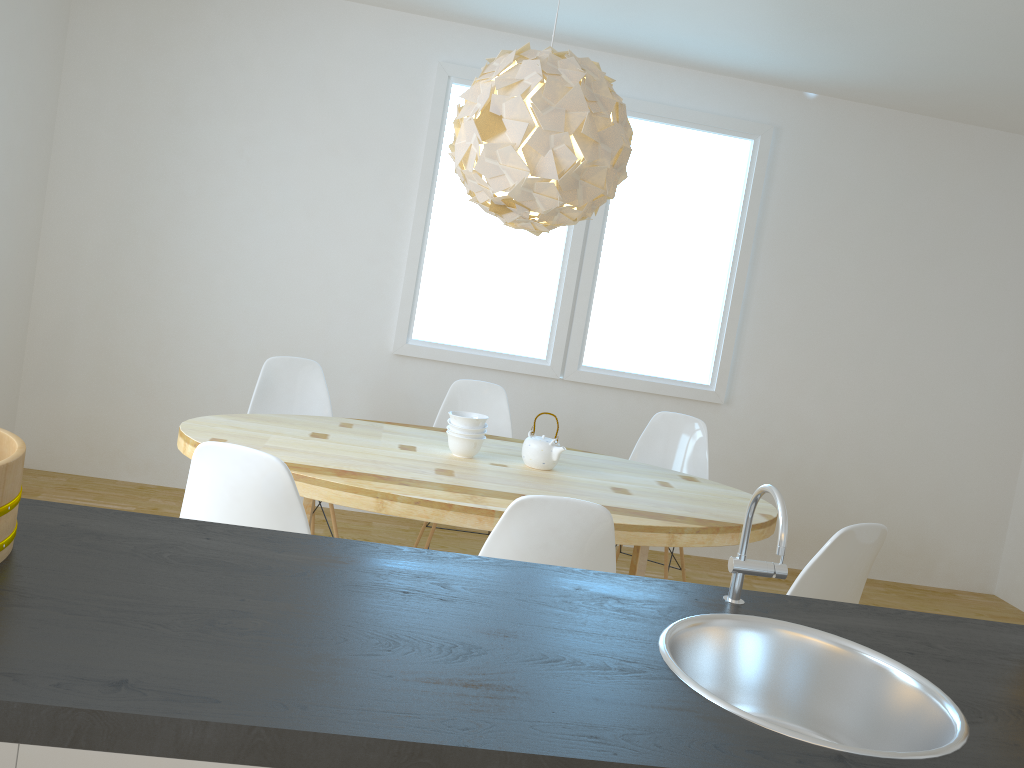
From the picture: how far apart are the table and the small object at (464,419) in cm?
13

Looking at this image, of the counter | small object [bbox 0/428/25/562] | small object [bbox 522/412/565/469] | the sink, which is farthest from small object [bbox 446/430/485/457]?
small object [bbox 0/428/25/562]

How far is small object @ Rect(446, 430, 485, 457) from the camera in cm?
327

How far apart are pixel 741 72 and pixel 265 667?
4.4m

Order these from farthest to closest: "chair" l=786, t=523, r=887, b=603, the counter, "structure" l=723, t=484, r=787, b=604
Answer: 1. "chair" l=786, t=523, r=887, b=603
2. "structure" l=723, t=484, r=787, b=604
3. the counter

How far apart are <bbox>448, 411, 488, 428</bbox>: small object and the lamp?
0.7 meters

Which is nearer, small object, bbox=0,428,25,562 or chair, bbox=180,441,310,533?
small object, bbox=0,428,25,562

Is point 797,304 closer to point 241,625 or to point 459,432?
point 459,432

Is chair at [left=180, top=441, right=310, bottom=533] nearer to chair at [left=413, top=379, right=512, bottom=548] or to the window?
chair at [left=413, top=379, right=512, bottom=548]

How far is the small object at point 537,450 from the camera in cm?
329
